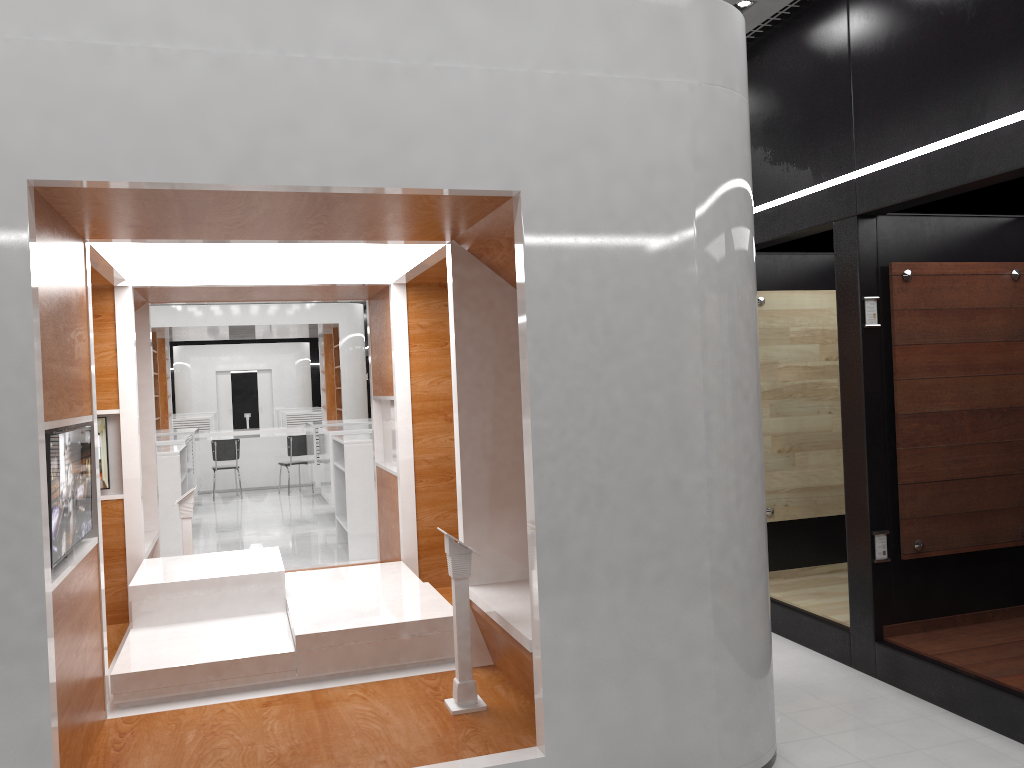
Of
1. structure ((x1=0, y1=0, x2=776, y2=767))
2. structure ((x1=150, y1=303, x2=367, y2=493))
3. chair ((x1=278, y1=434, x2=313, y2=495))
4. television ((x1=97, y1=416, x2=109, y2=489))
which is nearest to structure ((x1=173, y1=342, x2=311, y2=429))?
structure ((x1=150, y1=303, x2=367, y2=493))

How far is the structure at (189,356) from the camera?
28.0 meters

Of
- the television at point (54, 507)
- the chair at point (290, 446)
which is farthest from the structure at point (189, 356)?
the television at point (54, 507)

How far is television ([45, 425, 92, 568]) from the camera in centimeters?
319cm

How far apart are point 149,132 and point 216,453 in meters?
12.2 m

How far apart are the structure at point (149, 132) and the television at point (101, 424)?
0.07m

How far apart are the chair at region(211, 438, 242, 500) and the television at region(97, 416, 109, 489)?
9.0m

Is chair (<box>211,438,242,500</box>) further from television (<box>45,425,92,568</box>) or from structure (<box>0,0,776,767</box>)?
television (<box>45,425,92,568</box>)

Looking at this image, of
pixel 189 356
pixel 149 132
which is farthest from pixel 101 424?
pixel 189 356

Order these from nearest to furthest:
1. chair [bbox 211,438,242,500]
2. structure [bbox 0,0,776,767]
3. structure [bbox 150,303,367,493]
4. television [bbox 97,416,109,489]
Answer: structure [bbox 0,0,776,767] < television [bbox 97,416,109,489] < chair [bbox 211,438,242,500] < structure [bbox 150,303,367,493]
